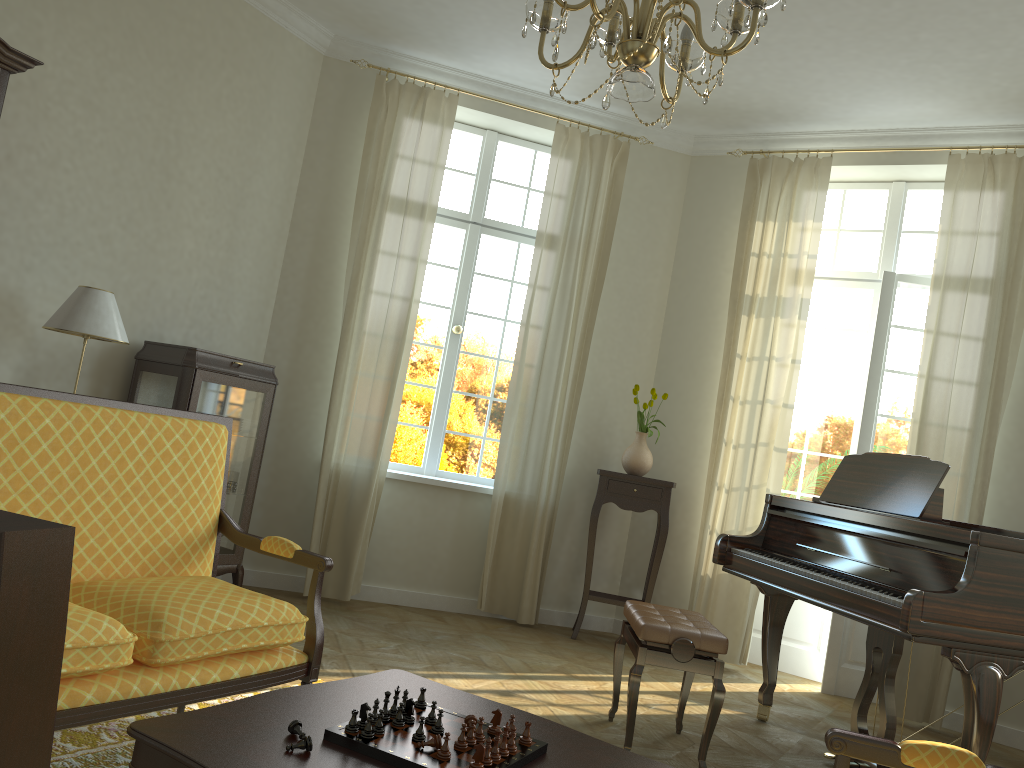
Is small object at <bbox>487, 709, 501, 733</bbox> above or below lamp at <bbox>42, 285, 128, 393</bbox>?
below

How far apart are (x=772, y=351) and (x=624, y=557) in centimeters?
178cm

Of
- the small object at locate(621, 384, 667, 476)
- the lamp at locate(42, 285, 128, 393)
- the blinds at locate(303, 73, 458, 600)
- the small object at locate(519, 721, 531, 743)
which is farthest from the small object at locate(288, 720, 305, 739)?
the small object at locate(621, 384, 667, 476)

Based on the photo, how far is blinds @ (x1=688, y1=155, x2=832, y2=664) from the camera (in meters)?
5.75

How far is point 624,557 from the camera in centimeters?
630cm

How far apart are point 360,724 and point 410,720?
0.13m

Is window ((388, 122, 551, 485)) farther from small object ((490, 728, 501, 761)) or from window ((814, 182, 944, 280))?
small object ((490, 728, 501, 761))

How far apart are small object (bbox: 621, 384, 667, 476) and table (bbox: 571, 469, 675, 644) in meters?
0.1

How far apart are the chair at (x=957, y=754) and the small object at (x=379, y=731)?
0.9 meters

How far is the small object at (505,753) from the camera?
1.87m
